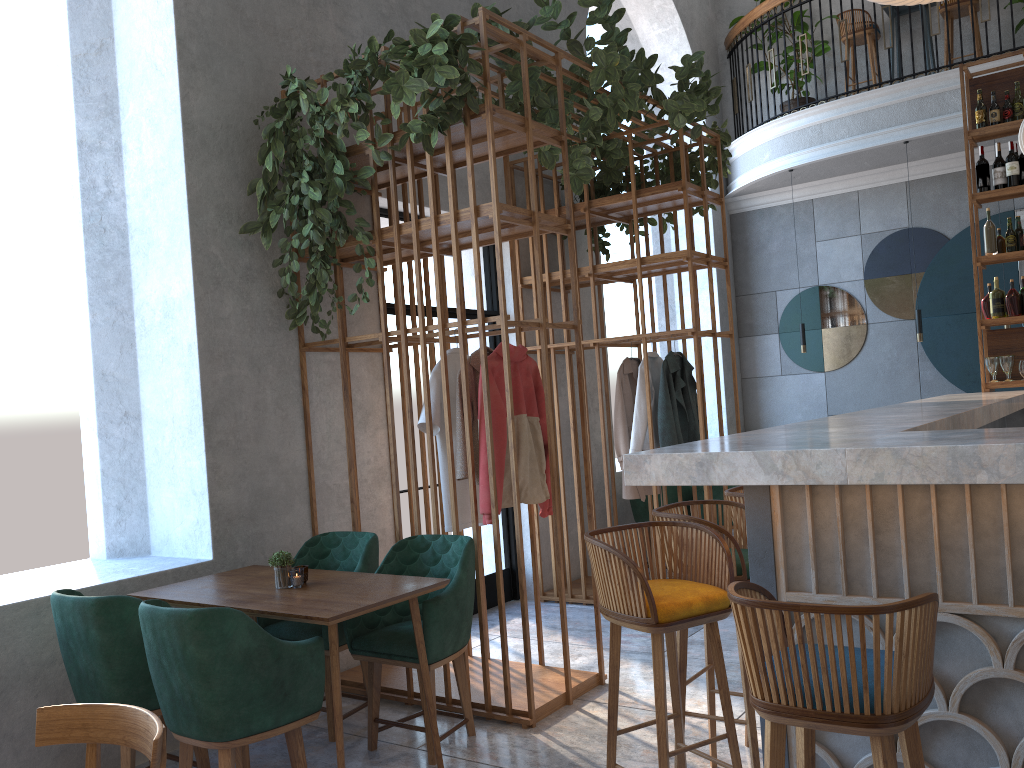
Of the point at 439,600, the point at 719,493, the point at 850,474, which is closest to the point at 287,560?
the point at 439,600

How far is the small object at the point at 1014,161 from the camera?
5.87m

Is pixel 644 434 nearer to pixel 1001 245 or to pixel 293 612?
pixel 1001 245

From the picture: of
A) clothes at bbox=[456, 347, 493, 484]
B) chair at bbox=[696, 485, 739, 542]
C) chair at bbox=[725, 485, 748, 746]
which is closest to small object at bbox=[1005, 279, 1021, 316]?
chair at bbox=[696, 485, 739, 542]

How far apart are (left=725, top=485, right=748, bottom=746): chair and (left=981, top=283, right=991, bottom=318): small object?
3.42m

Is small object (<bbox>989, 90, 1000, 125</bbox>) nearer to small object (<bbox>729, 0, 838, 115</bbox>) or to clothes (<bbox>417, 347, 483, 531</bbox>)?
small object (<bbox>729, 0, 838, 115</bbox>)

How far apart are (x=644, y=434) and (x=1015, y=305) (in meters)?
2.61

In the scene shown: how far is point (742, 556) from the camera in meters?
2.9

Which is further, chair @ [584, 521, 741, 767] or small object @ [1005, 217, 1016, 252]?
small object @ [1005, 217, 1016, 252]

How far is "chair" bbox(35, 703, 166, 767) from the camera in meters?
1.9 m
